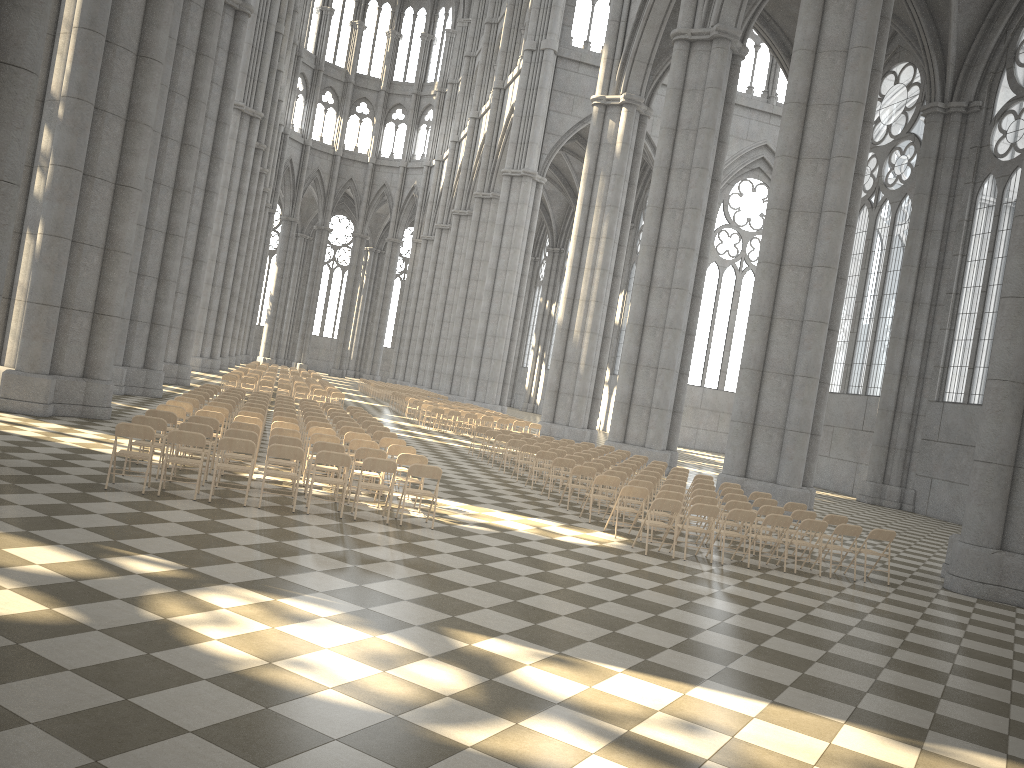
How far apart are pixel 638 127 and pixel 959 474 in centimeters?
1813cm

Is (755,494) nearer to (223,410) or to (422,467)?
(422,467)

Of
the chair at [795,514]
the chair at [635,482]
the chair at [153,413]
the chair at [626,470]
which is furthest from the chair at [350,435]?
the chair at [795,514]

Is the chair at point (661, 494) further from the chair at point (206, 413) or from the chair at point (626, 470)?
the chair at point (206, 413)

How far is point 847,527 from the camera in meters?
12.9

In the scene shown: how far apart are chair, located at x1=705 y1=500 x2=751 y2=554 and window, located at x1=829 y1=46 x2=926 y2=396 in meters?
21.9

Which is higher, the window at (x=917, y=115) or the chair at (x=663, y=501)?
the window at (x=917, y=115)

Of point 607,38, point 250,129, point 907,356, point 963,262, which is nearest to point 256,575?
point 907,356

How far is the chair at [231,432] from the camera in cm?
1183

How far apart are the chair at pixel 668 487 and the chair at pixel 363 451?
5.00m
